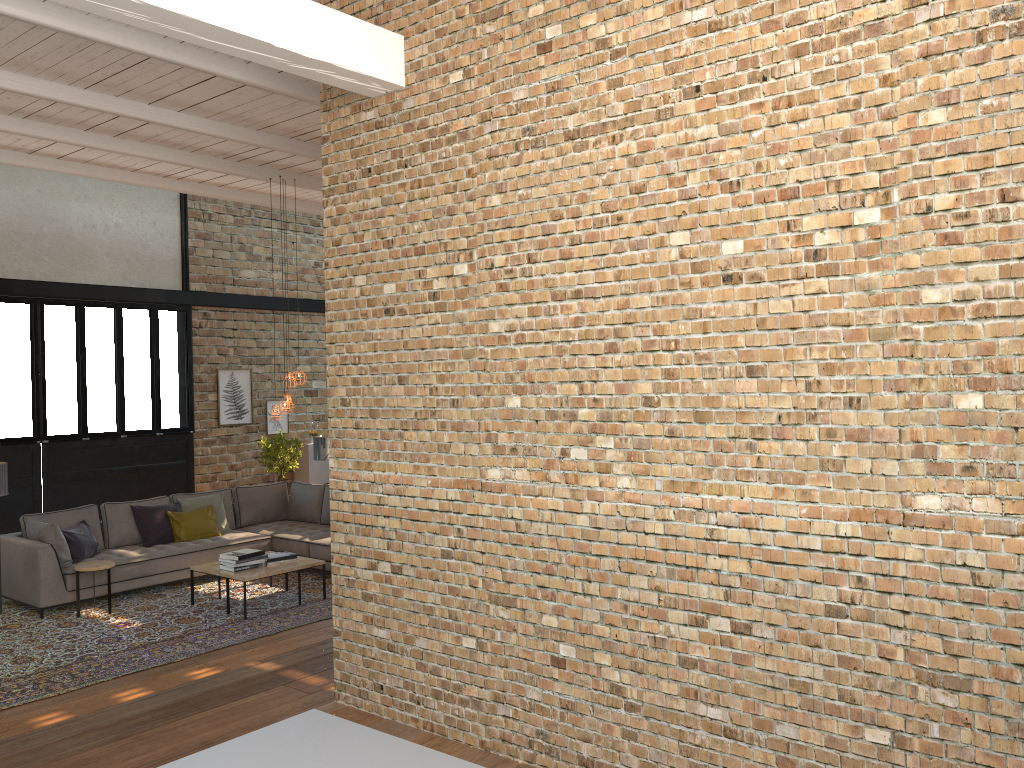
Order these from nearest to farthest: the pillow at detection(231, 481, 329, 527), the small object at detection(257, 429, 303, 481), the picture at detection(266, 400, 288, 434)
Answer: the pillow at detection(231, 481, 329, 527) → the small object at detection(257, 429, 303, 481) → the picture at detection(266, 400, 288, 434)

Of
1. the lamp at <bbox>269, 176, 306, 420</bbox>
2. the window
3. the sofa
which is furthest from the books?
the window

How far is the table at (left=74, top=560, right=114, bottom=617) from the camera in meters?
8.1 m

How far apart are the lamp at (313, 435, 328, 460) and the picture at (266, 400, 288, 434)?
3.4 meters

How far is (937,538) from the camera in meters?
2.9 m

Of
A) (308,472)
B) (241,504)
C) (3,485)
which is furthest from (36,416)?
(308,472)

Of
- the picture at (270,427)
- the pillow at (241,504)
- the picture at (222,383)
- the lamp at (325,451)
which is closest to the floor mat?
the pillow at (241,504)

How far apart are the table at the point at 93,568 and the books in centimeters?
101cm

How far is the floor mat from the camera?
6.5 meters

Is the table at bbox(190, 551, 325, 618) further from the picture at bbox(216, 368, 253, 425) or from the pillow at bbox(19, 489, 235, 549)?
the picture at bbox(216, 368, 253, 425)
